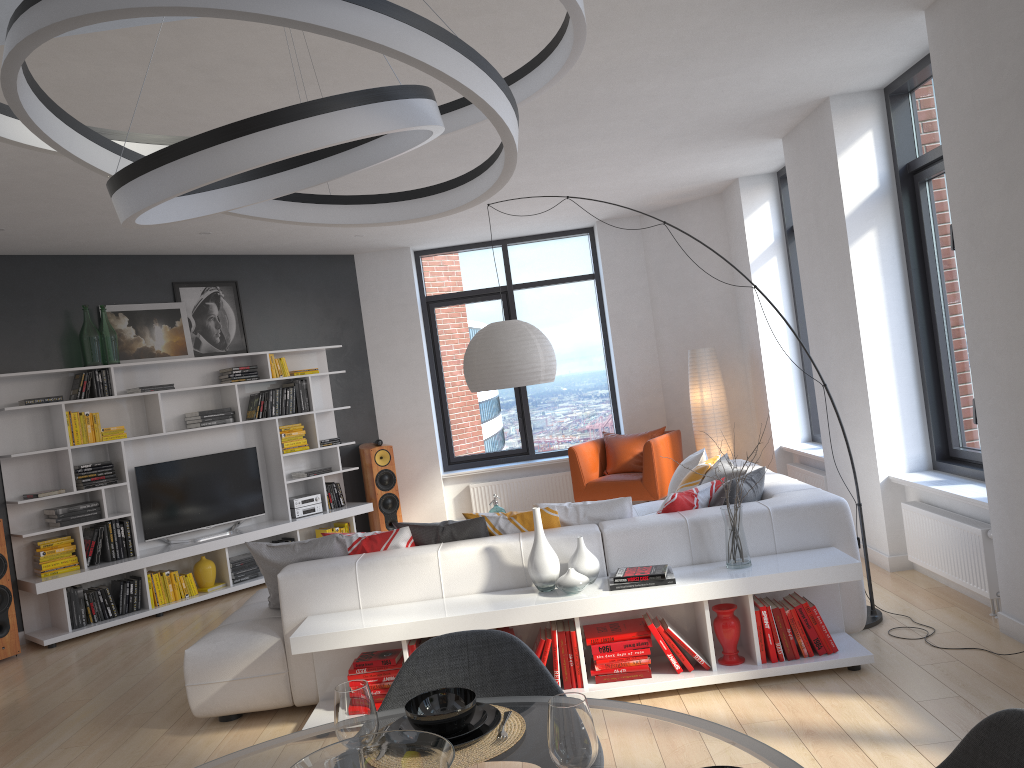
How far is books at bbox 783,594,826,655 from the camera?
4.1 meters

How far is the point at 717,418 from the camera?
8.2m

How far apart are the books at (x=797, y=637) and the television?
5.37m

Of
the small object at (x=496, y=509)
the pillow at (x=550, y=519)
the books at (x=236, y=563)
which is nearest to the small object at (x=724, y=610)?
the pillow at (x=550, y=519)

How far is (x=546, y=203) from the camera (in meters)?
7.83

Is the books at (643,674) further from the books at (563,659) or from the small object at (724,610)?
the small object at (724,610)

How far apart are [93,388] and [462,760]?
6.2m

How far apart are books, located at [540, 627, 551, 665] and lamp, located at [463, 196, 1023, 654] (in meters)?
1.75

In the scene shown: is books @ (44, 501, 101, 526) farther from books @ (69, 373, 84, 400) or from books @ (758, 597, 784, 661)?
books @ (758, 597, 784, 661)

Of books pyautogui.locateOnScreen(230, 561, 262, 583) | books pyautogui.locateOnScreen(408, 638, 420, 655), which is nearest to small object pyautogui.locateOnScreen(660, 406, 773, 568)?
books pyautogui.locateOnScreen(408, 638, 420, 655)
